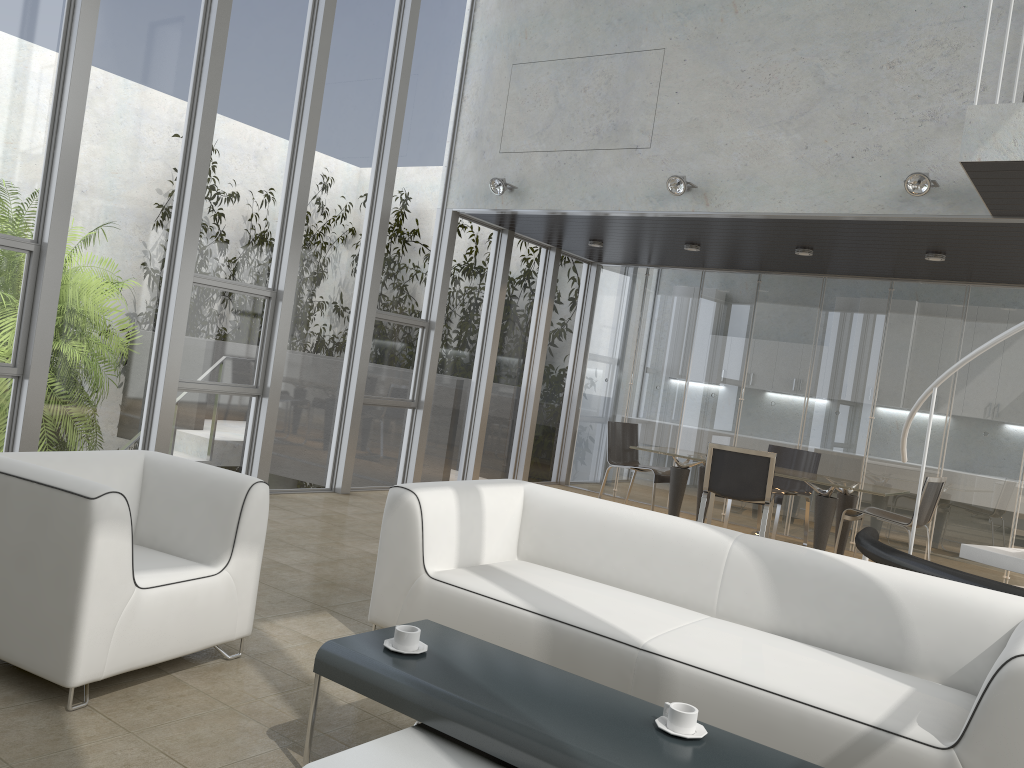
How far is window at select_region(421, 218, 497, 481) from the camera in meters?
8.7 m

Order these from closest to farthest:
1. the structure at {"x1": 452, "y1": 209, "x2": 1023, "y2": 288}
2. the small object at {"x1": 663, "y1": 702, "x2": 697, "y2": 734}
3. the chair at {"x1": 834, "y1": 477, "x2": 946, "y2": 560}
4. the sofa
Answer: the small object at {"x1": 663, "y1": 702, "x2": 697, "y2": 734} < the sofa < the structure at {"x1": 452, "y1": 209, "x2": 1023, "y2": 288} < the chair at {"x1": 834, "y1": 477, "x2": 946, "y2": 560}

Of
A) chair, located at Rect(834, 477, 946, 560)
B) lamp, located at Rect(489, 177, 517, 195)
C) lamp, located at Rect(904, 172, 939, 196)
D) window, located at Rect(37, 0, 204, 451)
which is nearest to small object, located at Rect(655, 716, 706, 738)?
lamp, located at Rect(904, 172, 939, 196)

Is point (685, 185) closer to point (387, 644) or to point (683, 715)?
point (387, 644)

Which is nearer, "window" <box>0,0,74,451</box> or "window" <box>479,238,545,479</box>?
"window" <box>0,0,74,451</box>

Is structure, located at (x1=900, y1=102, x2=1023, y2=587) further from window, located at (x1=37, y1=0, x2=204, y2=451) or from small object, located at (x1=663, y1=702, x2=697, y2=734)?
window, located at (x1=37, y1=0, x2=204, y2=451)

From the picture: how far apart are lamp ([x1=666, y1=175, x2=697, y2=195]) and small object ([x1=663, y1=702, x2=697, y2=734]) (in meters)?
5.08

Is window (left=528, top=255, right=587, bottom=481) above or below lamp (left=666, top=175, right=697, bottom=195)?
below

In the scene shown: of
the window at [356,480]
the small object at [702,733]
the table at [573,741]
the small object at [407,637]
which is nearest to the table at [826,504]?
the window at [356,480]

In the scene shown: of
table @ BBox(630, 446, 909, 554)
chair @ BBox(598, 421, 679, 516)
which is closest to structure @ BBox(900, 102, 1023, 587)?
table @ BBox(630, 446, 909, 554)
